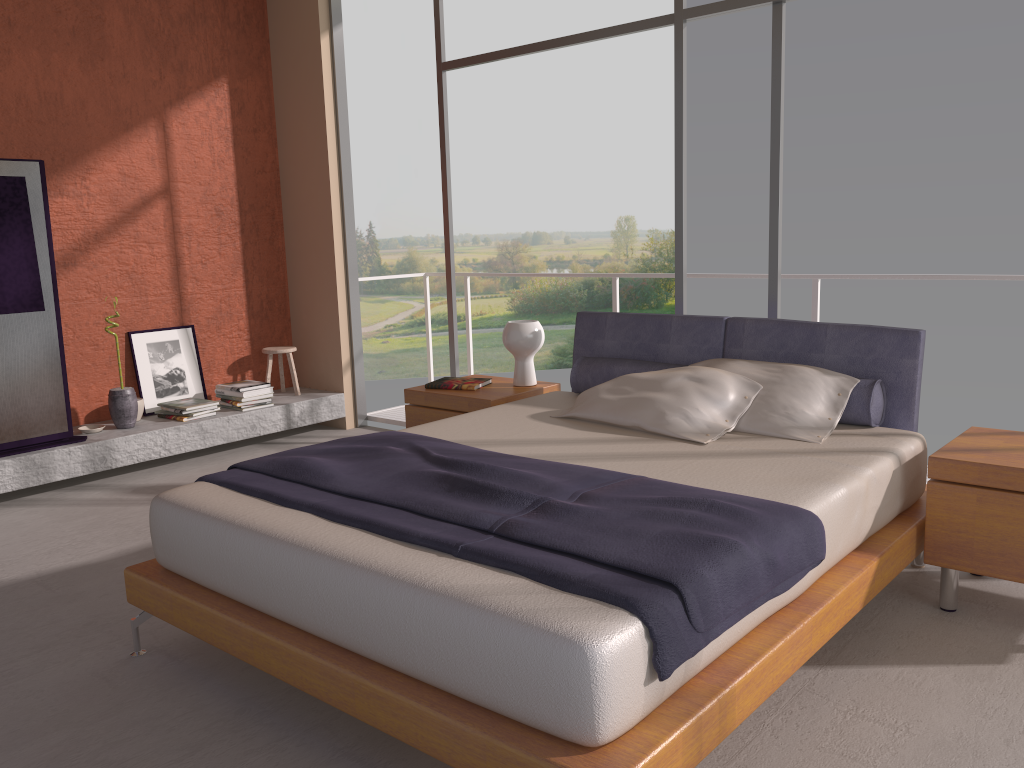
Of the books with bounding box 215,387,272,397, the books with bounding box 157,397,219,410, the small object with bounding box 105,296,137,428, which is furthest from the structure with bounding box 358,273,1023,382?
the small object with bounding box 105,296,137,428

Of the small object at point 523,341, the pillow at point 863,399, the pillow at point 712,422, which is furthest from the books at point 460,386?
the pillow at point 712,422

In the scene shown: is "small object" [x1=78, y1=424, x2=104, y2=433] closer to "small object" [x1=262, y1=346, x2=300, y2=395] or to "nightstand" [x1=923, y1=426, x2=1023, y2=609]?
"small object" [x1=262, y1=346, x2=300, y2=395]

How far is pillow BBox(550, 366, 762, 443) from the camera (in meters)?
3.43

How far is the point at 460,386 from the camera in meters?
4.6 m

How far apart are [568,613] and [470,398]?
2.6 meters

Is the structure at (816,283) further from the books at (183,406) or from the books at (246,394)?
the books at (183,406)

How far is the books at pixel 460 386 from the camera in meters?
4.6

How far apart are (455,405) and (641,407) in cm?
125

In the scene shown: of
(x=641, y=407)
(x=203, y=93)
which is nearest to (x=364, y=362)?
(x=203, y=93)
